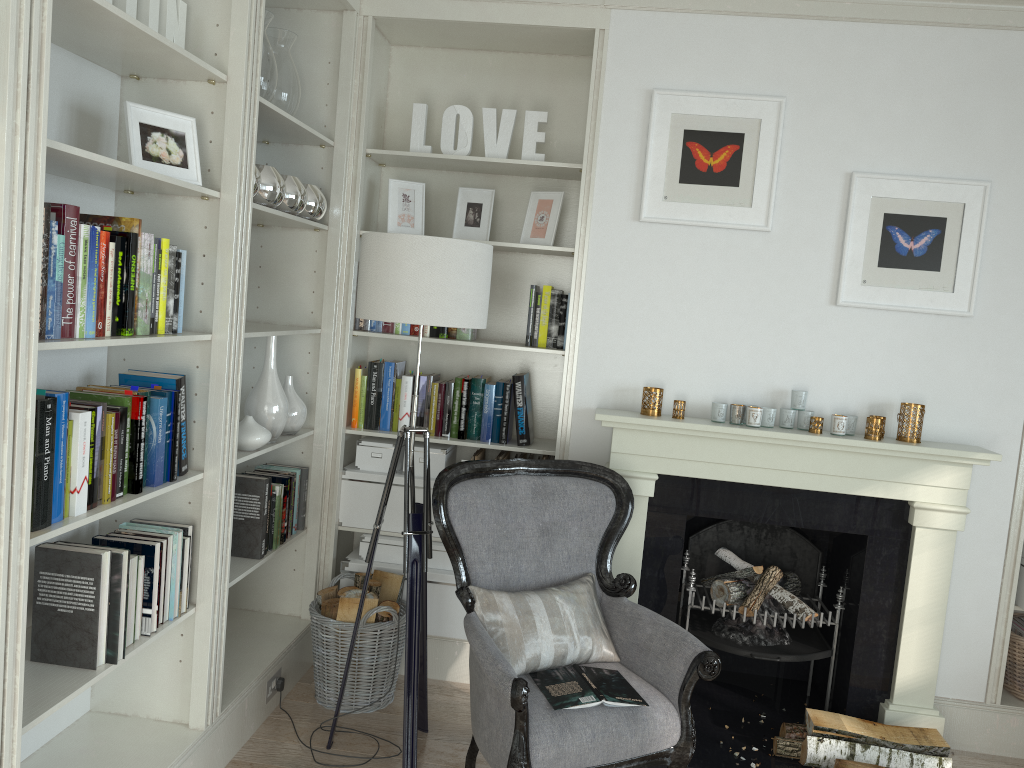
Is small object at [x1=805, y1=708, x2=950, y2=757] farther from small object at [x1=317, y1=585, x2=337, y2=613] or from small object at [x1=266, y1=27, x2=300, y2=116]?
small object at [x1=266, y1=27, x2=300, y2=116]

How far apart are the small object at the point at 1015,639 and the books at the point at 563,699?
1.7m

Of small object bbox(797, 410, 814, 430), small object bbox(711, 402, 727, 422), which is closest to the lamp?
small object bbox(711, 402, 727, 422)

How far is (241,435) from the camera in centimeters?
295cm

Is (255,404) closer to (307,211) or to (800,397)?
(307,211)

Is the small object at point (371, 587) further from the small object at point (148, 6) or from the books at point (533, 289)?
the small object at point (148, 6)

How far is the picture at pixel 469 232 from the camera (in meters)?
3.68

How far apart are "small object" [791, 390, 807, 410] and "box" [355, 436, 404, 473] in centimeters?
161cm

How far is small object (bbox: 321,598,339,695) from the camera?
3.3 meters

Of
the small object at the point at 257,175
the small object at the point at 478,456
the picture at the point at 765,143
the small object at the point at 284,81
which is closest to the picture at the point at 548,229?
the picture at the point at 765,143
